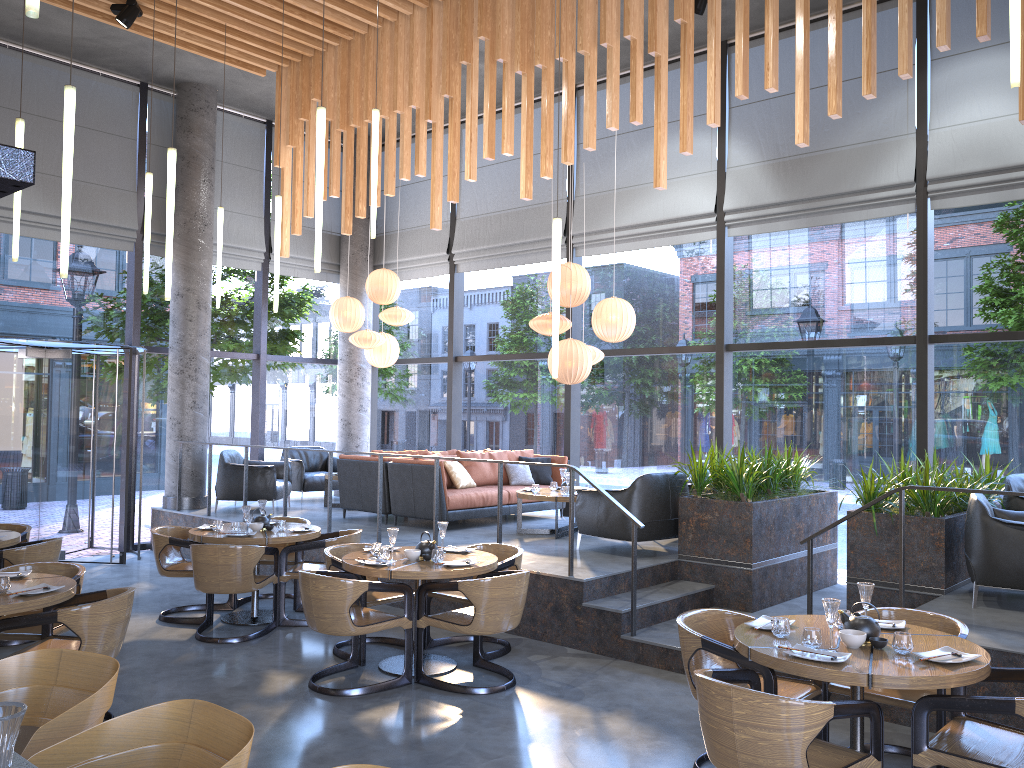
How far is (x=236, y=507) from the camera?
11.3 meters

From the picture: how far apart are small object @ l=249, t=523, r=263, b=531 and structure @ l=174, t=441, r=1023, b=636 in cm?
274

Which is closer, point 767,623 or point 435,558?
point 767,623

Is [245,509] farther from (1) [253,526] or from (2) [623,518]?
(2) [623,518]

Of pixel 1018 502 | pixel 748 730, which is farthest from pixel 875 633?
pixel 1018 502

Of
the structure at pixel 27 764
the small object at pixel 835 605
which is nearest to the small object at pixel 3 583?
the structure at pixel 27 764

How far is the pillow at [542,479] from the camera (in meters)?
10.67

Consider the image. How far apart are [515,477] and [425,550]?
4.3m

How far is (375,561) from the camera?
6.0m

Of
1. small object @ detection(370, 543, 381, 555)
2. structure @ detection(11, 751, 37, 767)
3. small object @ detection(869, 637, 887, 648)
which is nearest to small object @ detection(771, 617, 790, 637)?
small object @ detection(869, 637, 887, 648)
